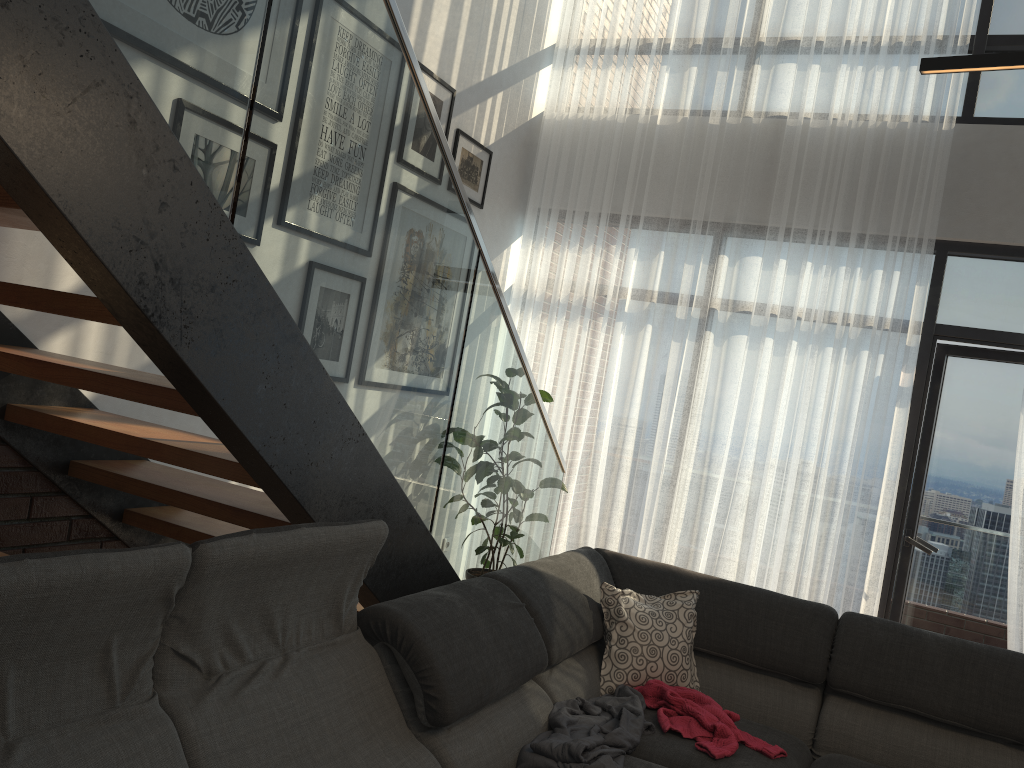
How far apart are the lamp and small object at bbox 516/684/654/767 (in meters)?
1.75

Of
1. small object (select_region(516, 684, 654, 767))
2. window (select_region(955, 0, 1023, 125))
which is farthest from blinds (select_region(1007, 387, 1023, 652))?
small object (select_region(516, 684, 654, 767))

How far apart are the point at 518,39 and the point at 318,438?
3.8m

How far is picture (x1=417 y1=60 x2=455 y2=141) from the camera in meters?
4.4 m

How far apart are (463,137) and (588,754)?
3.4 meters

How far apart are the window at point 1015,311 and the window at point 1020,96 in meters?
0.7 m

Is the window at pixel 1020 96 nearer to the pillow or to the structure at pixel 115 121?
the structure at pixel 115 121

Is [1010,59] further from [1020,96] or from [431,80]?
[1020,96]

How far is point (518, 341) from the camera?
3.1m

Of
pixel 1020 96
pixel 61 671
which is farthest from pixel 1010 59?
pixel 1020 96
